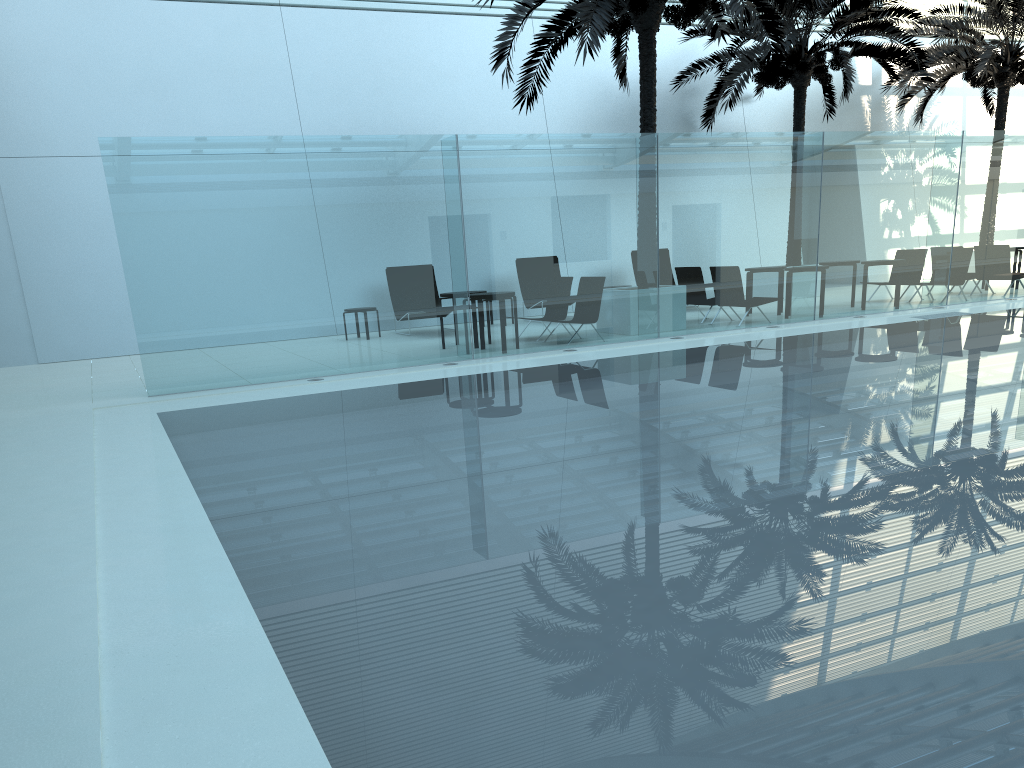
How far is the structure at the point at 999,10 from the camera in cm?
1903

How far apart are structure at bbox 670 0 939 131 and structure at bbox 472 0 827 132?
2.2m

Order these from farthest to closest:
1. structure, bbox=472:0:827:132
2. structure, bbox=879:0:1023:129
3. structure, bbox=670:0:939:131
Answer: structure, bbox=879:0:1023:129 → structure, bbox=670:0:939:131 → structure, bbox=472:0:827:132

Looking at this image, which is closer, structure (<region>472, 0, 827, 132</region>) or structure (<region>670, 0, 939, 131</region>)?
structure (<region>472, 0, 827, 132</region>)

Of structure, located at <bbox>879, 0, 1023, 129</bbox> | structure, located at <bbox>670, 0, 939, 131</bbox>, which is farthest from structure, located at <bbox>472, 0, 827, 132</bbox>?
structure, located at <bbox>879, 0, 1023, 129</bbox>

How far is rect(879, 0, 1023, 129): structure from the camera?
19.0m

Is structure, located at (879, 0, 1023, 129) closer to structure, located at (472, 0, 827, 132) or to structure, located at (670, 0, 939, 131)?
structure, located at (670, 0, 939, 131)

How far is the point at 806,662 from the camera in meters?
2.8 m

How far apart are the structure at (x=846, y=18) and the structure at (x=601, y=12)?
2.17m

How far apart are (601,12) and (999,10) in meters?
12.4
